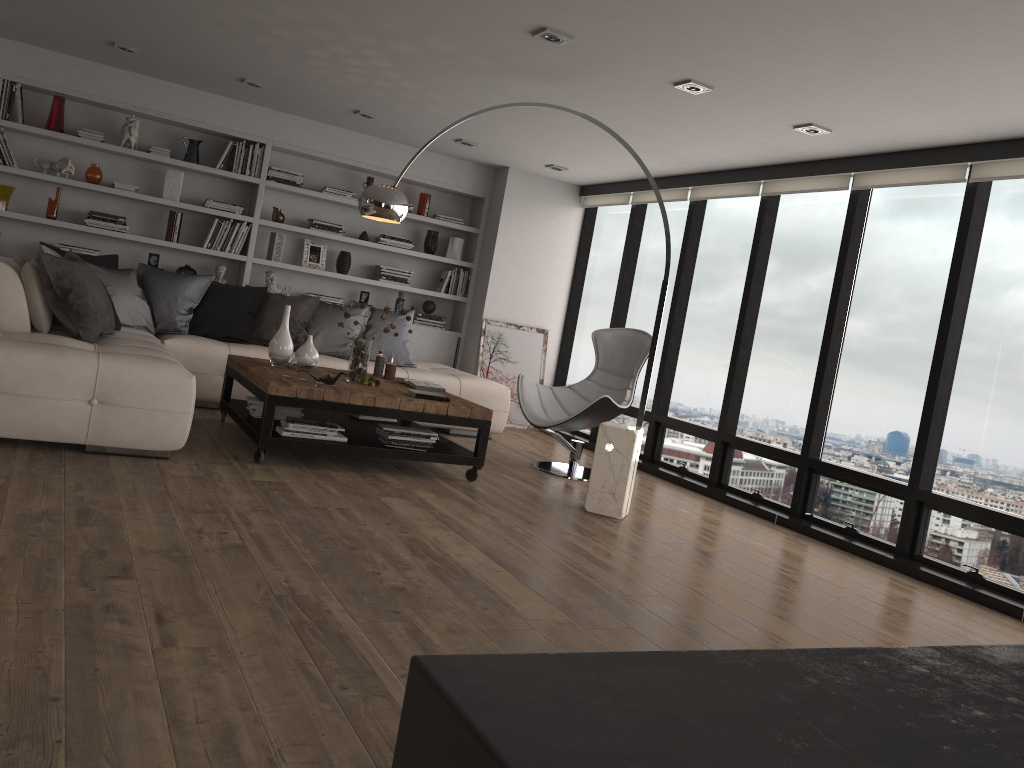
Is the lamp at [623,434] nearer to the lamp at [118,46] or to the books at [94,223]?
the lamp at [118,46]

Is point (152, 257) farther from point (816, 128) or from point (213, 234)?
point (816, 128)

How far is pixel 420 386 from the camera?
5.8 meters

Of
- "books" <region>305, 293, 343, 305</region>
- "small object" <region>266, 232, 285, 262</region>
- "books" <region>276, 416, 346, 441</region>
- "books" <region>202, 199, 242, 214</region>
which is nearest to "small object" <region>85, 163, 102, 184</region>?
"books" <region>202, 199, 242, 214</region>

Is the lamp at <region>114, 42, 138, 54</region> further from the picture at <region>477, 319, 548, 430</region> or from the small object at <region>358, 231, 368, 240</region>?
the picture at <region>477, 319, 548, 430</region>

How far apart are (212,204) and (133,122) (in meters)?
0.86

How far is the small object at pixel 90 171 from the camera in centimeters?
709cm

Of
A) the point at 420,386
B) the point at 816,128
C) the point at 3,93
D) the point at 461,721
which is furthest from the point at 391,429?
the point at 461,721

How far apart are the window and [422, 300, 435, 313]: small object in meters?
1.4

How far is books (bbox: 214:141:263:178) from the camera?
7.52m
